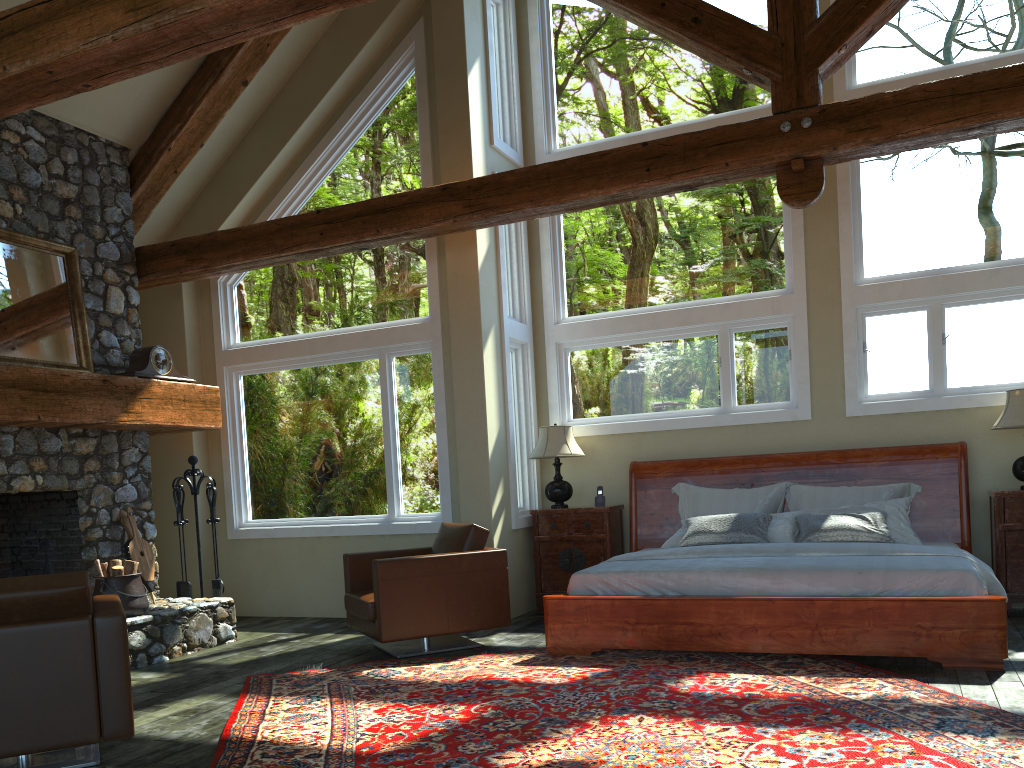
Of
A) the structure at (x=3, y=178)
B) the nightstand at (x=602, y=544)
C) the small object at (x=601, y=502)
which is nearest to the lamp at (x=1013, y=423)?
the nightstand at (x=602, y=544)

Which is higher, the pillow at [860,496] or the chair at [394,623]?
the pillow at [860,496]

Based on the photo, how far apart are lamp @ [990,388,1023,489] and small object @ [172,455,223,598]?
6.4 meters

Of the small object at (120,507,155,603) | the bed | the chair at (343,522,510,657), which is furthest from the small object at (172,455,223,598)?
the bed

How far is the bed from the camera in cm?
499

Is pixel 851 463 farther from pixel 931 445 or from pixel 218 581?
pixel 218 581

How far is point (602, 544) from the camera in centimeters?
758cm

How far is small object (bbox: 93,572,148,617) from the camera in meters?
6.3

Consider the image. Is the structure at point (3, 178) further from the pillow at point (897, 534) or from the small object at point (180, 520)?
the pillow at point (897, 534)

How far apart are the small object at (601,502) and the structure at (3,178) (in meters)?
3.20
